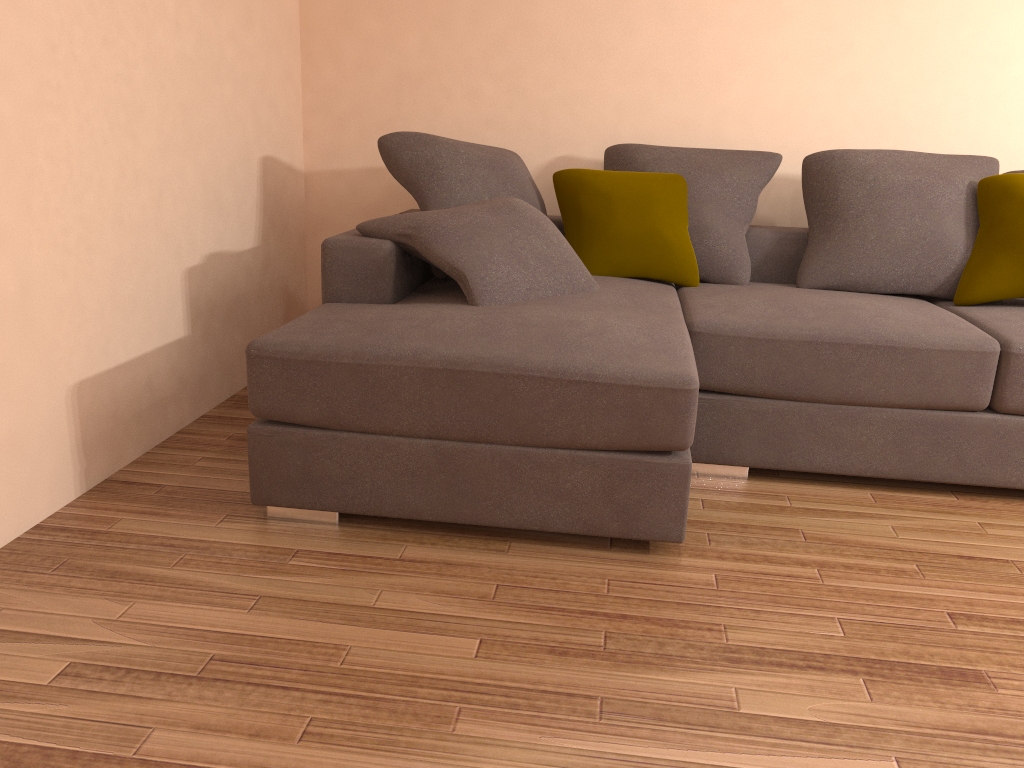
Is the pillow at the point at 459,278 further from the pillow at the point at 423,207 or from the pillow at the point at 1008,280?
the pillow at the point at 1008,280

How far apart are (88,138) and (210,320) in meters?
1.0 m

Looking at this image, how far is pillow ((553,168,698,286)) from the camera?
3.6m

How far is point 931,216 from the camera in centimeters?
344cm

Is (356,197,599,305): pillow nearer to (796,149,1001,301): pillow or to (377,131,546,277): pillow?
(377,131,546,277): pillow

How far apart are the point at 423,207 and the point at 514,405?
1.3 meters

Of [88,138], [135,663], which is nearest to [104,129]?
[88,138]

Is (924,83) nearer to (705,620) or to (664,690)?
(705,620)

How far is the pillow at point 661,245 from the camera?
3.6m

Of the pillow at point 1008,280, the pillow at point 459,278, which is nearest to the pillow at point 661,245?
the pillow at point 459,278
